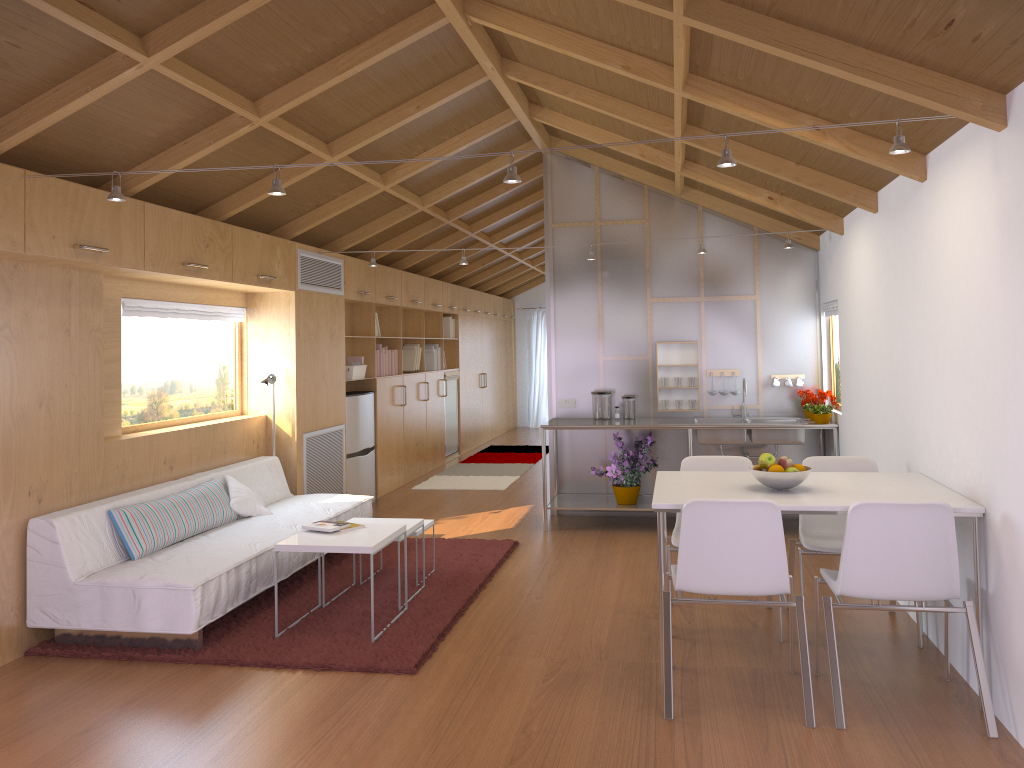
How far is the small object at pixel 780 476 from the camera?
3.65m

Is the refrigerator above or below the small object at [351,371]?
below

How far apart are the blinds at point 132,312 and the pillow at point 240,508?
1.09m

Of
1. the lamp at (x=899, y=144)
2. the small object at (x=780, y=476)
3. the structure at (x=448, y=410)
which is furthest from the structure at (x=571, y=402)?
the lamp at (x=899, y=144)

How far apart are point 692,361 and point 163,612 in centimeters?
441cm

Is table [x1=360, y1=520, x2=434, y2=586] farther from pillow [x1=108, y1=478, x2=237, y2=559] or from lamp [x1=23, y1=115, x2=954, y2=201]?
lamp [x1=23, y1=115, x2=954, y2=201]

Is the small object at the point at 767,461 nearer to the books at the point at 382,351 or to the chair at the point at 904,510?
the chair at the point at 904,510

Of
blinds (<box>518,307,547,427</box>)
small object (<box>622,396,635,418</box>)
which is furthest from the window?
blinds (<box>518,307,547,427</box>)

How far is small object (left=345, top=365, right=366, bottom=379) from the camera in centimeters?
764cm

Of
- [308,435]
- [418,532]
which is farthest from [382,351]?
[418,532]
